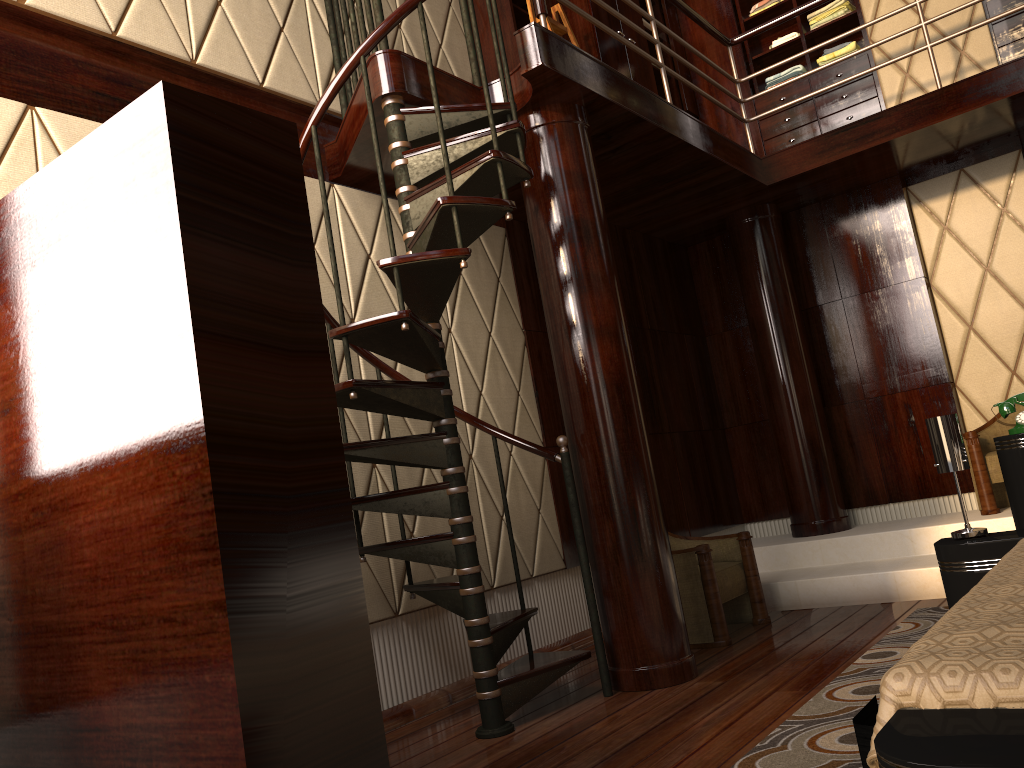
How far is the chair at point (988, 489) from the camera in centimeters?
442cm

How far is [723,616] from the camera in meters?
3.7 m

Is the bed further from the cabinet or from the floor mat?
the cabinet

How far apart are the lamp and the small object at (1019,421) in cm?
24

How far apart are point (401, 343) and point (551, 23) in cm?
260

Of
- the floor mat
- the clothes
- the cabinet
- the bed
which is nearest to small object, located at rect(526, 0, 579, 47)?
the cabinet

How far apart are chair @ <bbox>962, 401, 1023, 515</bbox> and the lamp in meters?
1.8 m

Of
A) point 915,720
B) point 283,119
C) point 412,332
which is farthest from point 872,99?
point 915,720

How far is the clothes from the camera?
5.5 meters

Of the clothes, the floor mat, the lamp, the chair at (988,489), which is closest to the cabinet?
the clothes
